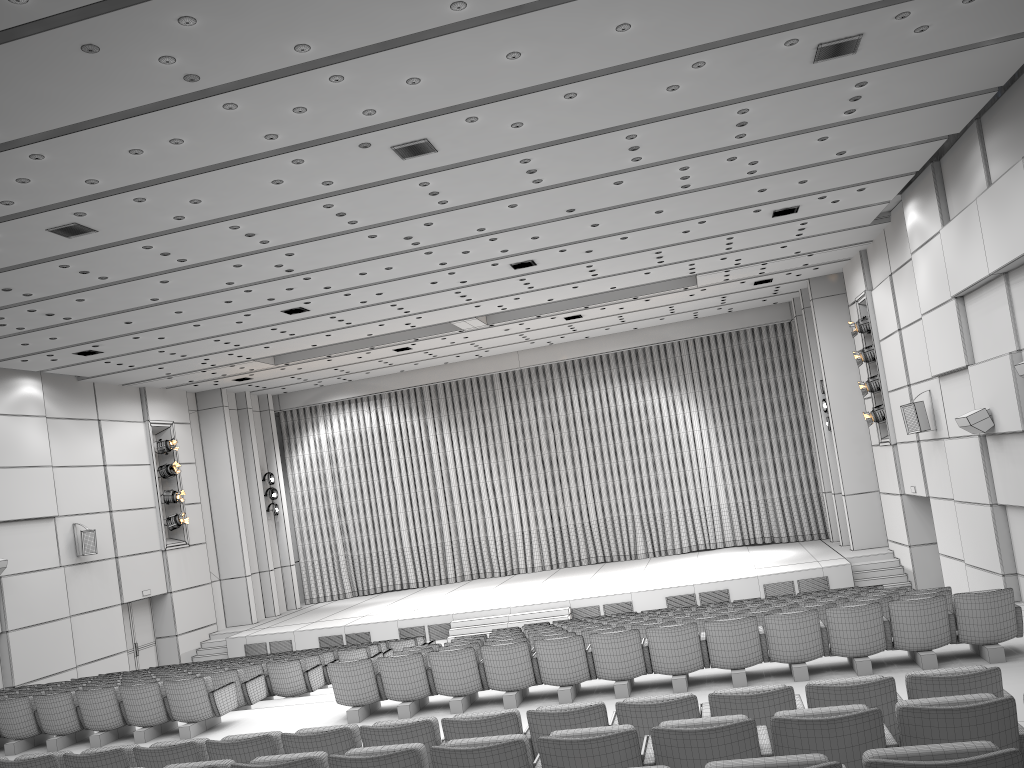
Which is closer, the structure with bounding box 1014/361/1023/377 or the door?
the structure with bounding box 1014/361/1023/377

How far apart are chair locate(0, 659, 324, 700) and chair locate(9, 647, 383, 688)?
1.7 meters

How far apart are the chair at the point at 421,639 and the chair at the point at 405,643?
1.1m

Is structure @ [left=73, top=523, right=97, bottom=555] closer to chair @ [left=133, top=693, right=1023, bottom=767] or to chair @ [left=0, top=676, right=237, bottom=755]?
chair @ [left=0, top=676, right=237, bottom=755]

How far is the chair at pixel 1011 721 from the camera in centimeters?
377cm

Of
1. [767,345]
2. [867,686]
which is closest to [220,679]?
[867,686]

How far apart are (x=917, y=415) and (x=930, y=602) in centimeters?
889cm

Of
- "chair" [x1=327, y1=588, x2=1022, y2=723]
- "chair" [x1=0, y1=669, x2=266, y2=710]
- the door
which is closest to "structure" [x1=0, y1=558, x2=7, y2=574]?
the door

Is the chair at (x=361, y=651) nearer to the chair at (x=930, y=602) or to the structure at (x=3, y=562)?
the chair at (x=930, y=602)

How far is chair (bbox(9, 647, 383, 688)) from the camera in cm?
1346
